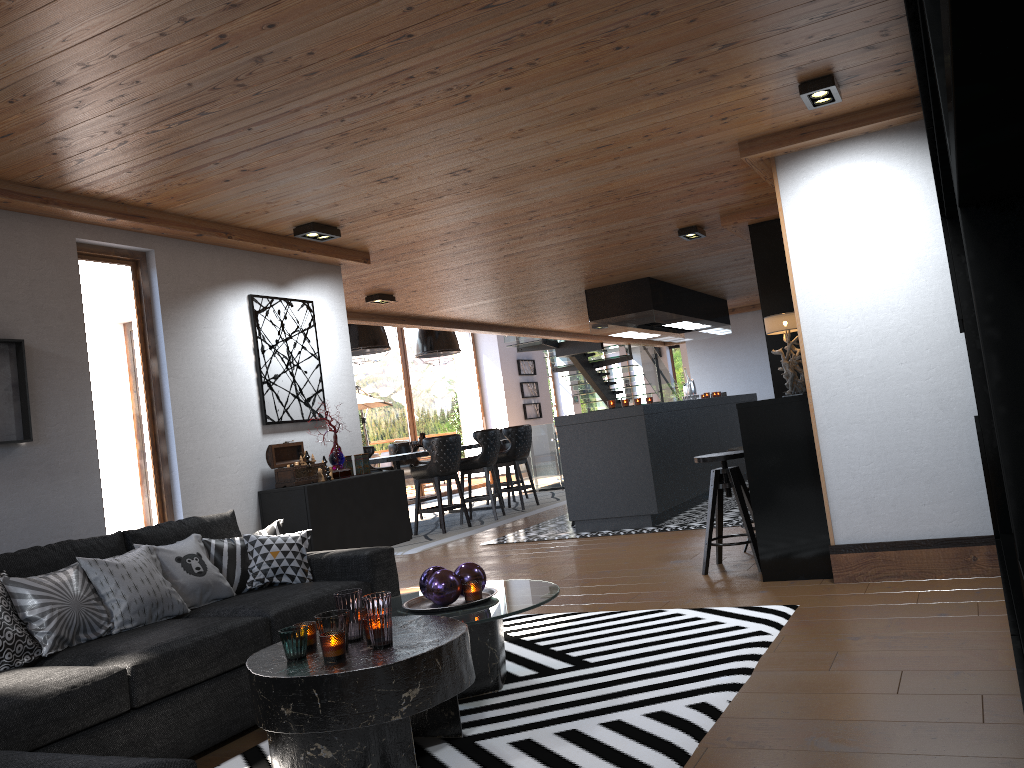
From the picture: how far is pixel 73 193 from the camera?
4.2m

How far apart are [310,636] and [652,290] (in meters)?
6.56

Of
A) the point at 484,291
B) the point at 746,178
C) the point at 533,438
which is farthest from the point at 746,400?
the point at 746,178

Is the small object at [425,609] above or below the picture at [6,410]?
below

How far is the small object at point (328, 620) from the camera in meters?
2.9

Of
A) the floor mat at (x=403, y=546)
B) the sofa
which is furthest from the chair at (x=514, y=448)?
the sofa

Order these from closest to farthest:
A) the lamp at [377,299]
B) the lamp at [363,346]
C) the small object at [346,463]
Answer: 1. the small object at [346,463]
2. the lamp at [377,299]
3. the lamp at [363,346]

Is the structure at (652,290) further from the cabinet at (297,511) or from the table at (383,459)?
the cabinet at (297,511)

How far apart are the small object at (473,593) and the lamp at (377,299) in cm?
466

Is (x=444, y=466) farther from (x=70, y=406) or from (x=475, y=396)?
(x=475, y=396)
